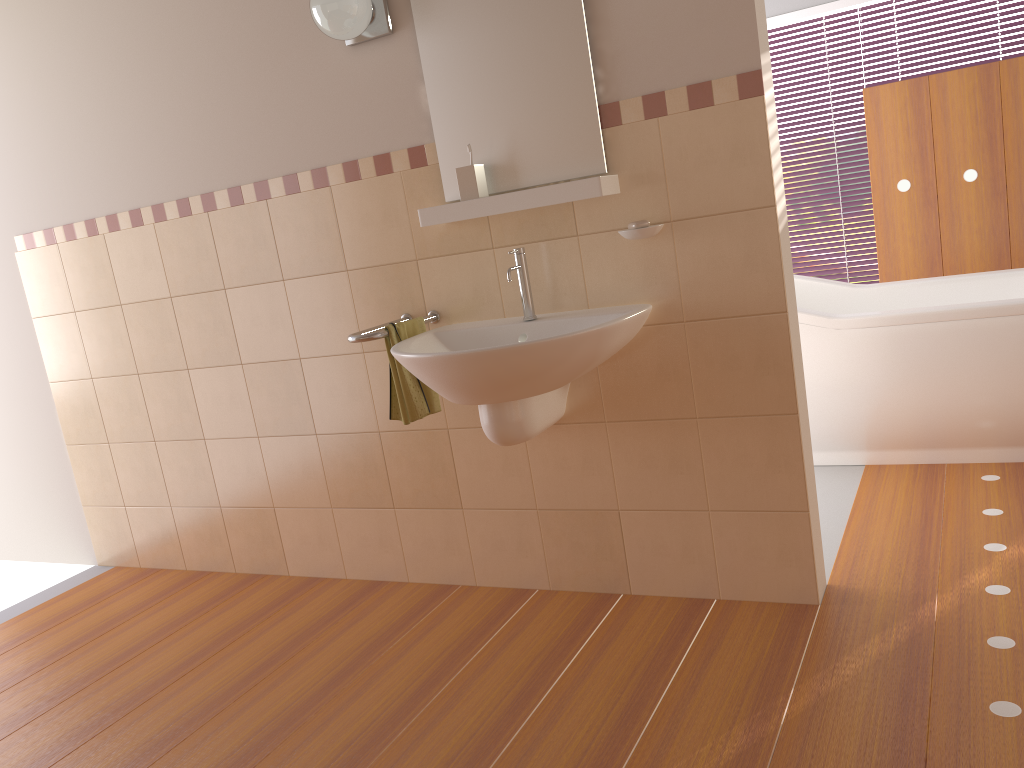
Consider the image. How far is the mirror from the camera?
2.3m

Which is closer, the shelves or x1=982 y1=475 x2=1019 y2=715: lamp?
x1=982 y1=475 x2=1019 y2=715: lamp

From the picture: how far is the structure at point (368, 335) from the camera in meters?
2.4

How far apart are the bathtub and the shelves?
1.3m

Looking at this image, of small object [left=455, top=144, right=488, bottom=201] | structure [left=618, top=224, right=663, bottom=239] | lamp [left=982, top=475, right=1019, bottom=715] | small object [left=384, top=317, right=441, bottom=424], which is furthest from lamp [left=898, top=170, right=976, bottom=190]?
small object [left=384, top=317, right=441, bottom=424]

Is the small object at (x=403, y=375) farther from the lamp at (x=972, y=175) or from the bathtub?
the lamp at (x=972, y=175)

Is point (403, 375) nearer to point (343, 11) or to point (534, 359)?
point (534, 359)

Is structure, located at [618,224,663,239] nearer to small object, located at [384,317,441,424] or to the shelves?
the shelves

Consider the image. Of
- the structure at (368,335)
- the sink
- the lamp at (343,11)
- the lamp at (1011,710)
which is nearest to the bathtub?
the lamp at (1011,710)

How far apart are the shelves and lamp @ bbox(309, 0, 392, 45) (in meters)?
0.52
